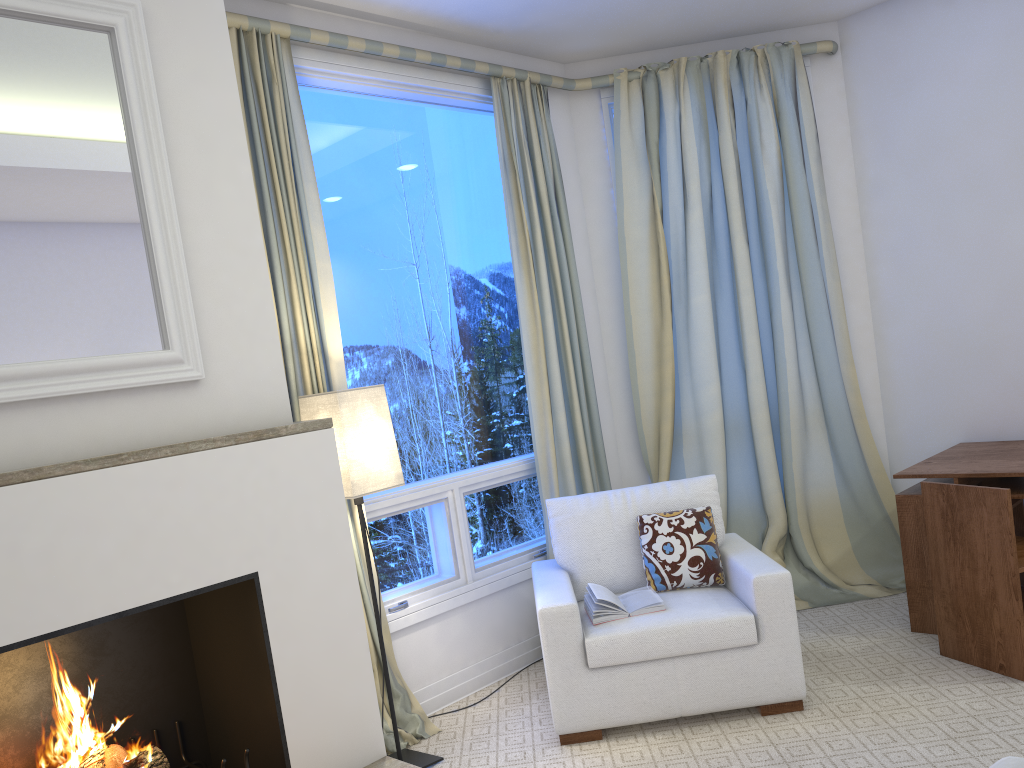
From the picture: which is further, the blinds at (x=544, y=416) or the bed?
the blinds at (x=544, y=416)

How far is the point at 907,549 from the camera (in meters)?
3.26

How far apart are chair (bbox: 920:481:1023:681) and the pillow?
0.7m

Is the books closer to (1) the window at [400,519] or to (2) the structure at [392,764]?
(1) the window at [400,519]

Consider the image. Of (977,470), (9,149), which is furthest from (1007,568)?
(9,149)

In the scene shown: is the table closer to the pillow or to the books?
the pillow

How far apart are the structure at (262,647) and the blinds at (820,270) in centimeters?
213cm

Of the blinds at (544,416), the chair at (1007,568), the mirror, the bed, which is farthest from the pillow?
the bed

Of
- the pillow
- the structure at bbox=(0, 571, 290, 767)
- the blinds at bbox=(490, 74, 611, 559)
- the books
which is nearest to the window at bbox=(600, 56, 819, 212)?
the blinds at bbox=(490, 74, 611, 559)

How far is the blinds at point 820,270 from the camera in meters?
3.9 m
